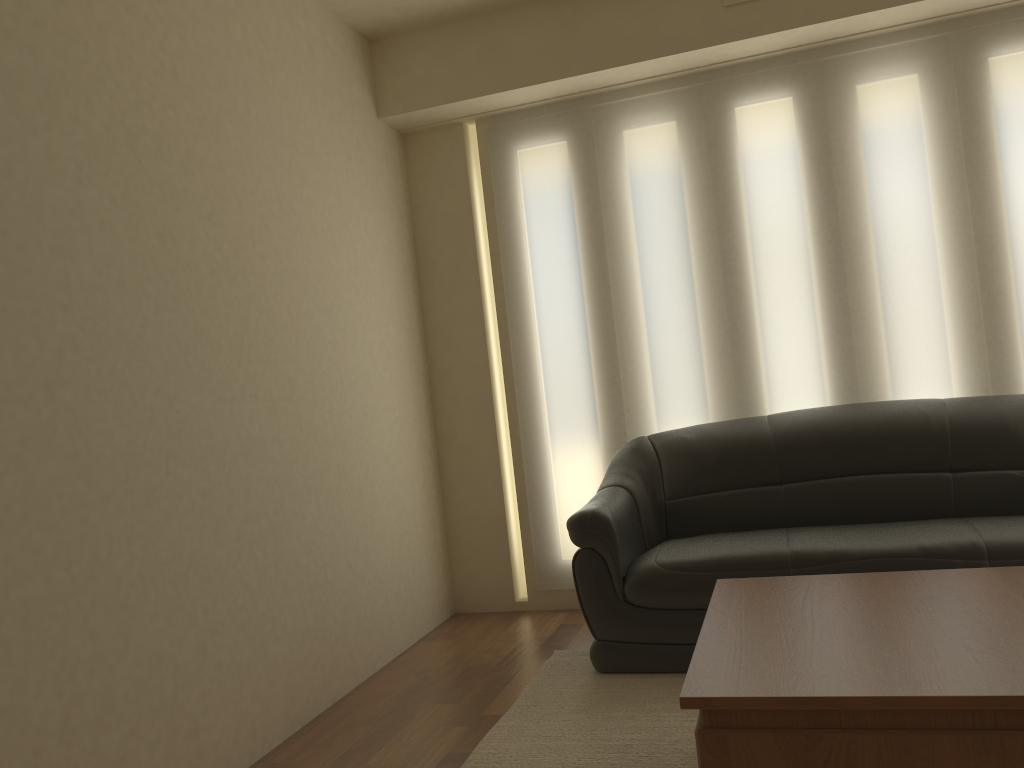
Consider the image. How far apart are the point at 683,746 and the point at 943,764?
1.1m

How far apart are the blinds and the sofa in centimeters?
24cm

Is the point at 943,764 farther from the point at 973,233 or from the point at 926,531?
the point at 973,233

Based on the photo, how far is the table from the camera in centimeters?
167cm

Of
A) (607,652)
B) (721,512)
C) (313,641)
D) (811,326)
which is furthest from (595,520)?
(811,326)

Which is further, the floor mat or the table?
the floor mat

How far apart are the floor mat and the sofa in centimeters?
3cm

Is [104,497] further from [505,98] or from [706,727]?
[505,98]

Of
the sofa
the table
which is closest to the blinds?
the sofa

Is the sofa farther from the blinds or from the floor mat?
the blinds
